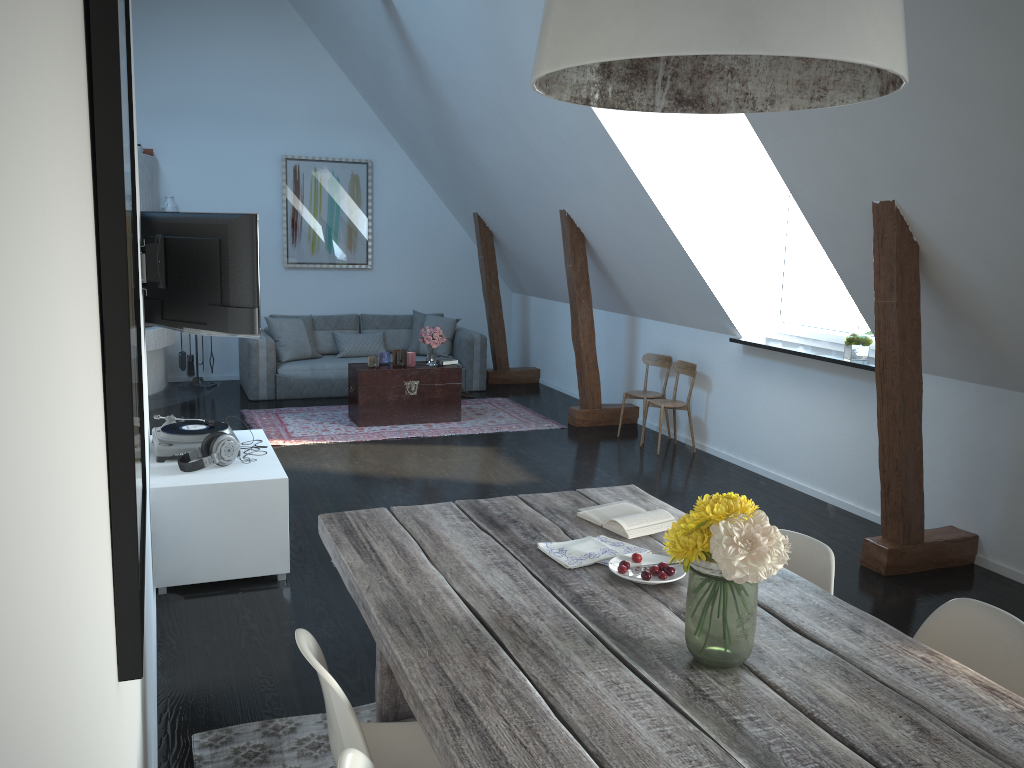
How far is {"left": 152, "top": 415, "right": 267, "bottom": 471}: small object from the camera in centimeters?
425cm

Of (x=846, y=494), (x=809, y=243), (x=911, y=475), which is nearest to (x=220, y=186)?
(x=846, y=494)

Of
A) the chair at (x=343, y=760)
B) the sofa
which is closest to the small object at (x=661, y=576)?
the chair at (x=343, y=760)

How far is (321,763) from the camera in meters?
2.8

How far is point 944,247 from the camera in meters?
4.1

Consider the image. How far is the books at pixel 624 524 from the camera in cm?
265

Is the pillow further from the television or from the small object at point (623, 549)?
the small object at point (623, 549)

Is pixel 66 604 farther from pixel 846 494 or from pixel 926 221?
pixel 846 494

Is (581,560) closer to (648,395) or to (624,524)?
(624,524)

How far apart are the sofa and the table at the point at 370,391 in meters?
1.1
